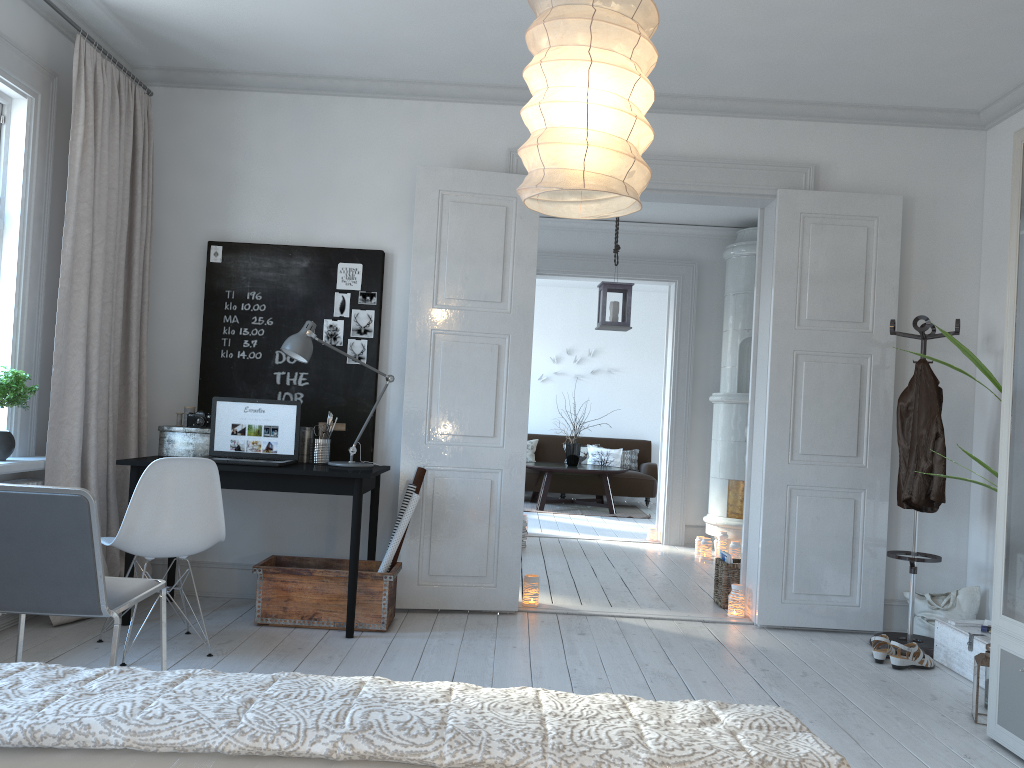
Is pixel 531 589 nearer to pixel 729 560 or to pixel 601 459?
pixel 729 560

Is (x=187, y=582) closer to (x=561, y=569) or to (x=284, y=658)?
(x=284, y=658)

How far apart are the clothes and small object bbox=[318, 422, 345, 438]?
2.83m

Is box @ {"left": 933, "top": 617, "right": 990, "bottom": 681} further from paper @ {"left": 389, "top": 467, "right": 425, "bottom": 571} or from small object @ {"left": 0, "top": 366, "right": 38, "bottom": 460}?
small object @ {"left": 0, "top": 366, "right": 38, "bottom": 460}

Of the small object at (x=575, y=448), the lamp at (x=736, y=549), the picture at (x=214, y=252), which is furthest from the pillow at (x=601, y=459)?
the picture at (x=214, y=252)

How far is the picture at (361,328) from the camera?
4.77m

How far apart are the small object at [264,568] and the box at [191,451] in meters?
0.6 m

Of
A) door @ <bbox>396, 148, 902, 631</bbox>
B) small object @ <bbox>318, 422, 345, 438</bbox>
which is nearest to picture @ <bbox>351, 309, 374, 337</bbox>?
door @ <bbox>396, 148, 902, 631</bbox>

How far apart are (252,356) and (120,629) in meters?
2.4 m

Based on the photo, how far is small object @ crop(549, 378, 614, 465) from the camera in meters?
10.4
